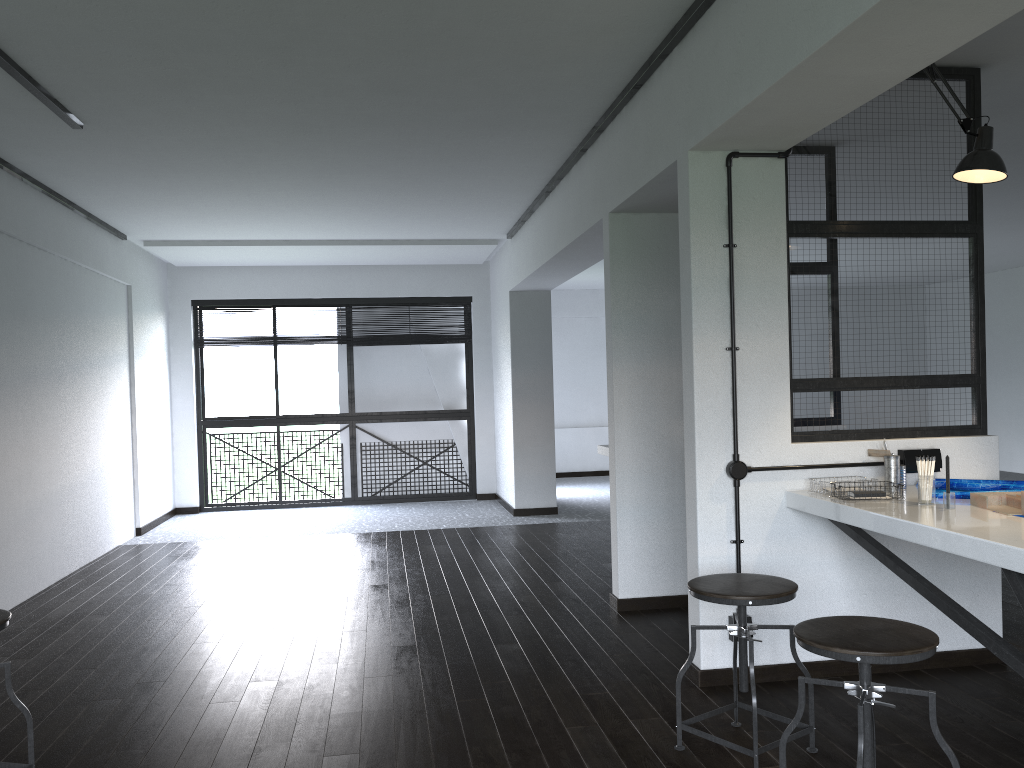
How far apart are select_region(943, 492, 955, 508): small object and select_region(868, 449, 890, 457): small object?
0.5 meters

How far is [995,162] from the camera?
2.9m

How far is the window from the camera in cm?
857

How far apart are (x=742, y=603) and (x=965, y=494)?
1.0m

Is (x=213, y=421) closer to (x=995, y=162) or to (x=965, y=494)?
(x=965, y=494)

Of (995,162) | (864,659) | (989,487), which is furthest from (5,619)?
(995,162)

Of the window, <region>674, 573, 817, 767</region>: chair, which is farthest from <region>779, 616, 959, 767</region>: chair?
the window

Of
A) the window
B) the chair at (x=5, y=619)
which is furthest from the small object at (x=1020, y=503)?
the window

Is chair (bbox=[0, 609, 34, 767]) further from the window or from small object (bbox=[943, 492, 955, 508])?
the window

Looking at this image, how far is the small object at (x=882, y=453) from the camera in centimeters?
324cm
